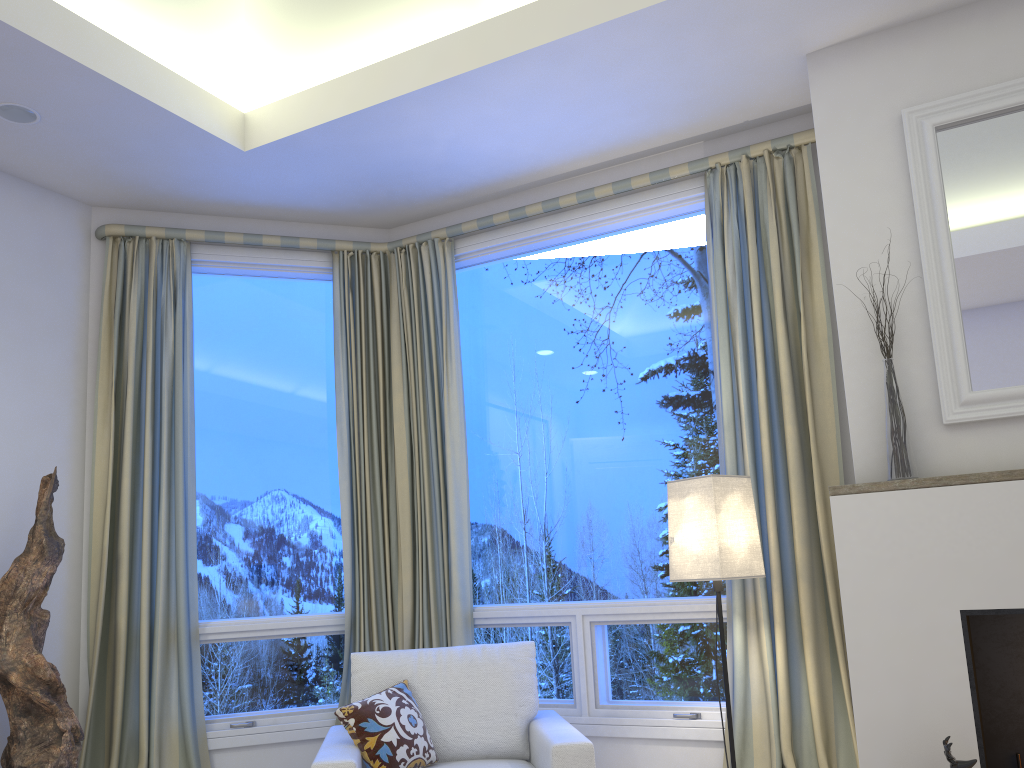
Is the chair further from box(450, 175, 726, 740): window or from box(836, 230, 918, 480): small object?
box(836, 230, 918, 480): small object

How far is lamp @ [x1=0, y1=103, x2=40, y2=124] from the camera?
2.88m

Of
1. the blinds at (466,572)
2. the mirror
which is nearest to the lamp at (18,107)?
the blinds at (466,572)

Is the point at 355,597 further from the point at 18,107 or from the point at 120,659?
Result: the point at 18,107

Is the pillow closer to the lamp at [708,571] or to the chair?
the chair

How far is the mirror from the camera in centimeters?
243cm

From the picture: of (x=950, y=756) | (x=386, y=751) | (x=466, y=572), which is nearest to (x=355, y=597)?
(x=466, y=572)

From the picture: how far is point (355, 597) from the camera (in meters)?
3.58

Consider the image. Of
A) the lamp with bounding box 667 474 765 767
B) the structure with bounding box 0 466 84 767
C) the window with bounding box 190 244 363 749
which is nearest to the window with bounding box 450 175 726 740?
the lamp with bounding box 667 474 765 767

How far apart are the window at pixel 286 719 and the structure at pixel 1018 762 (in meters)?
2.27
